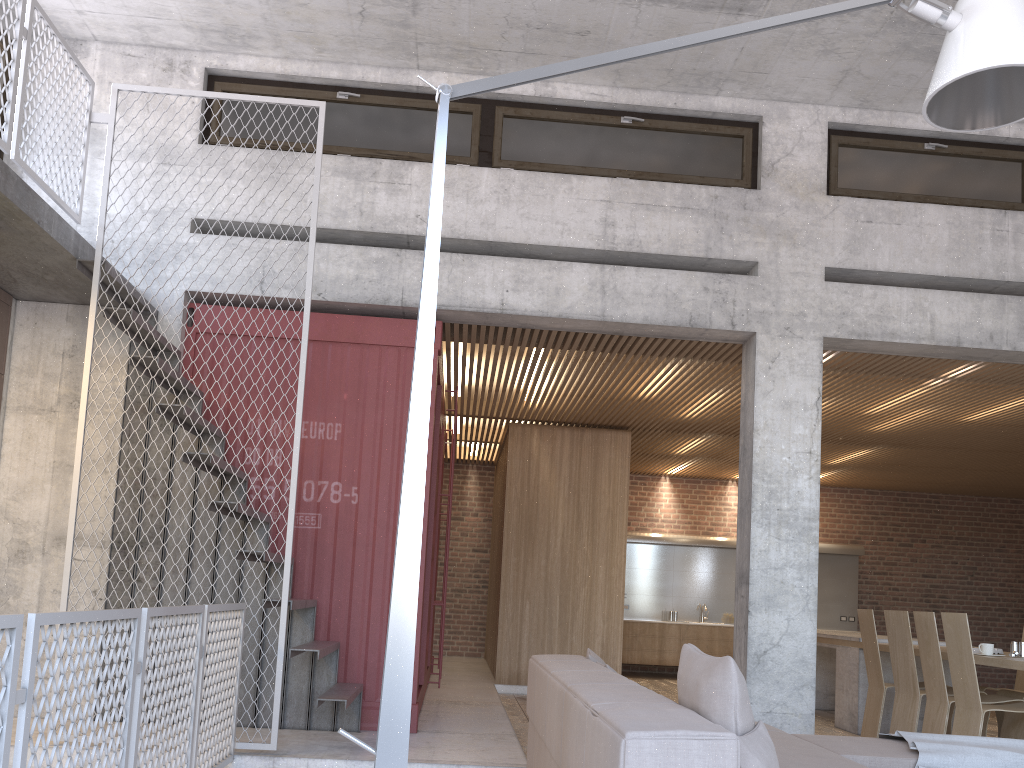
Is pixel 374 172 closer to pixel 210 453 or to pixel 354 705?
pixel 210 453

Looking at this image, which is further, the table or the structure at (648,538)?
the structure at (648,538)

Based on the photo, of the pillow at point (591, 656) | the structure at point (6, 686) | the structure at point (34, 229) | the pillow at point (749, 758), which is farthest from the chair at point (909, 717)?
the structure at point (6, 686)

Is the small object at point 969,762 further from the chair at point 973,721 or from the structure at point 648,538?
the structure at point 648,538

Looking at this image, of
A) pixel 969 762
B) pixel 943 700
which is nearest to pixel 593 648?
pixel 943 700

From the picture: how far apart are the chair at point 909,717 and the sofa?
2.47m

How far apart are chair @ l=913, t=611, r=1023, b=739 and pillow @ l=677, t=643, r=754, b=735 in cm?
422

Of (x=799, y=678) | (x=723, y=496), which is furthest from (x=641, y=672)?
(x=799, y=678)

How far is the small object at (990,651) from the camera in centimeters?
647cm

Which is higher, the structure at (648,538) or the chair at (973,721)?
the structure at (648,538)
